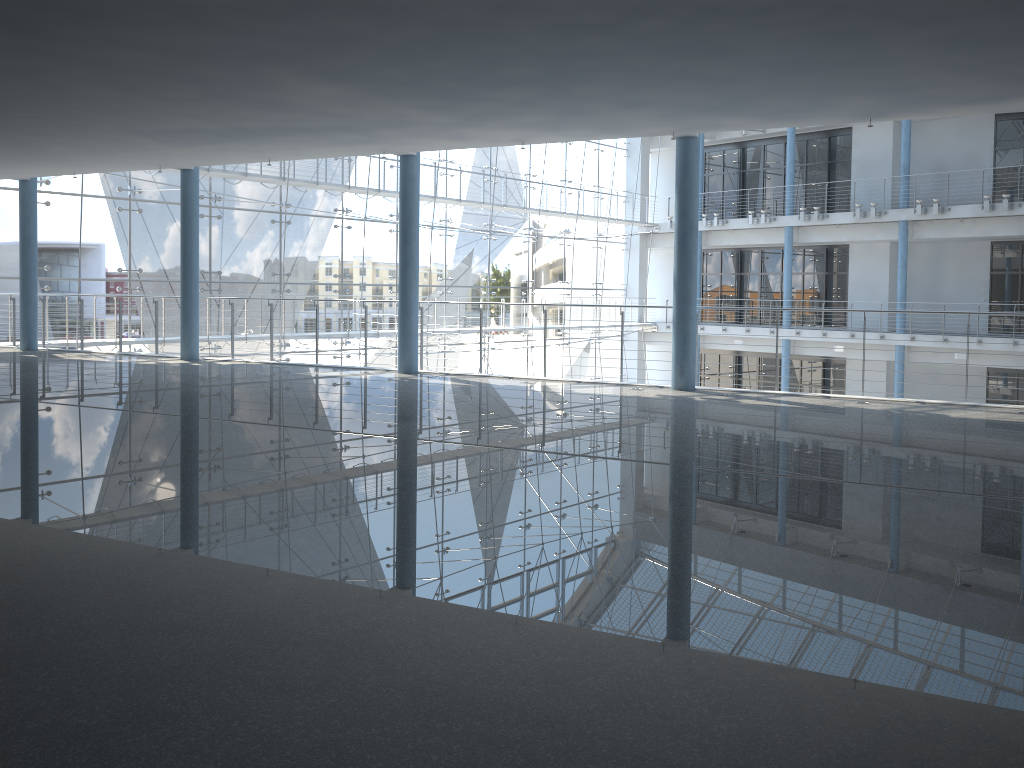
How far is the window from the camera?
2.5 meters

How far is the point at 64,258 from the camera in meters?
2.5

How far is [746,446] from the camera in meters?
0.9 m

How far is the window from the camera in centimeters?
252cm
